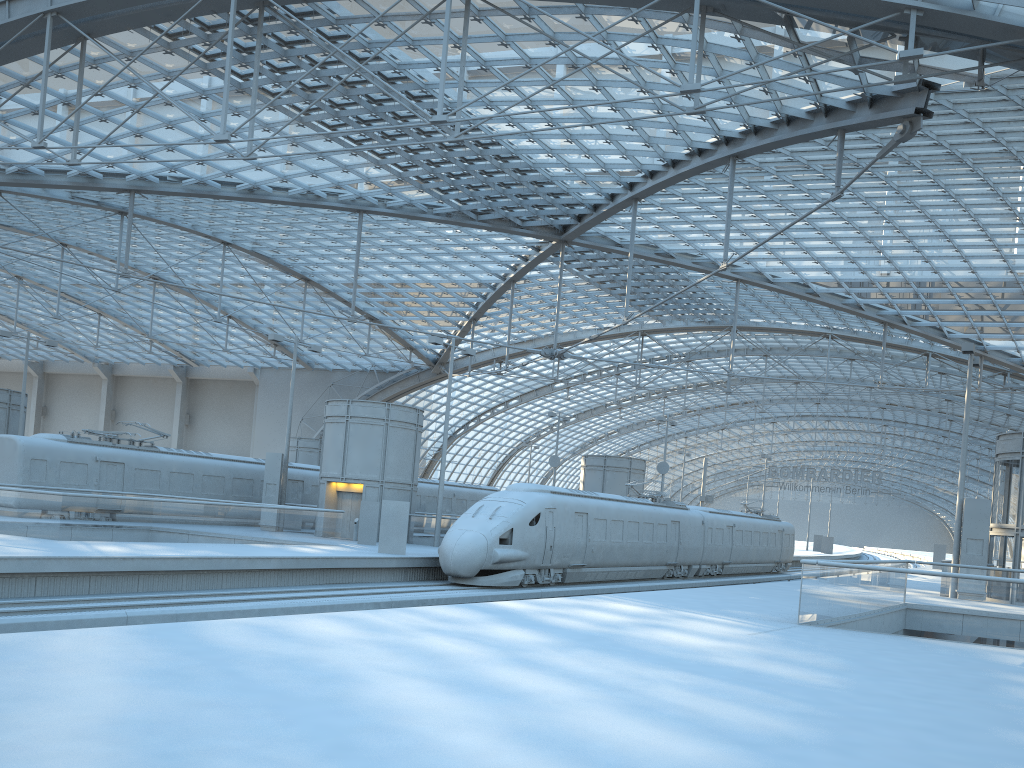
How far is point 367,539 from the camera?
31.3 meters

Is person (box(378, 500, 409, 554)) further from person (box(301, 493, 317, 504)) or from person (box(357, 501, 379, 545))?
person (box(301, 493, 317, 504))

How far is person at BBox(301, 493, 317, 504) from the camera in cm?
3982

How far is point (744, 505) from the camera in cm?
4947

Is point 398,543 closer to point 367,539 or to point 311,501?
point 367,539

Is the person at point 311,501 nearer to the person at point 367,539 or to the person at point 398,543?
the person at point 367,539

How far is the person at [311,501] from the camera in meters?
39.8

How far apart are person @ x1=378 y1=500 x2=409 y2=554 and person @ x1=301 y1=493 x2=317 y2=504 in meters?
13.6 m

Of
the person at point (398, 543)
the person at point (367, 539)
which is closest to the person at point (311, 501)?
the person at point (367, 539)

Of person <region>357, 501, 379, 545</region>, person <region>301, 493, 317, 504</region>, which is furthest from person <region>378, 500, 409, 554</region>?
person <region>301, 493, 317, 504</region>
